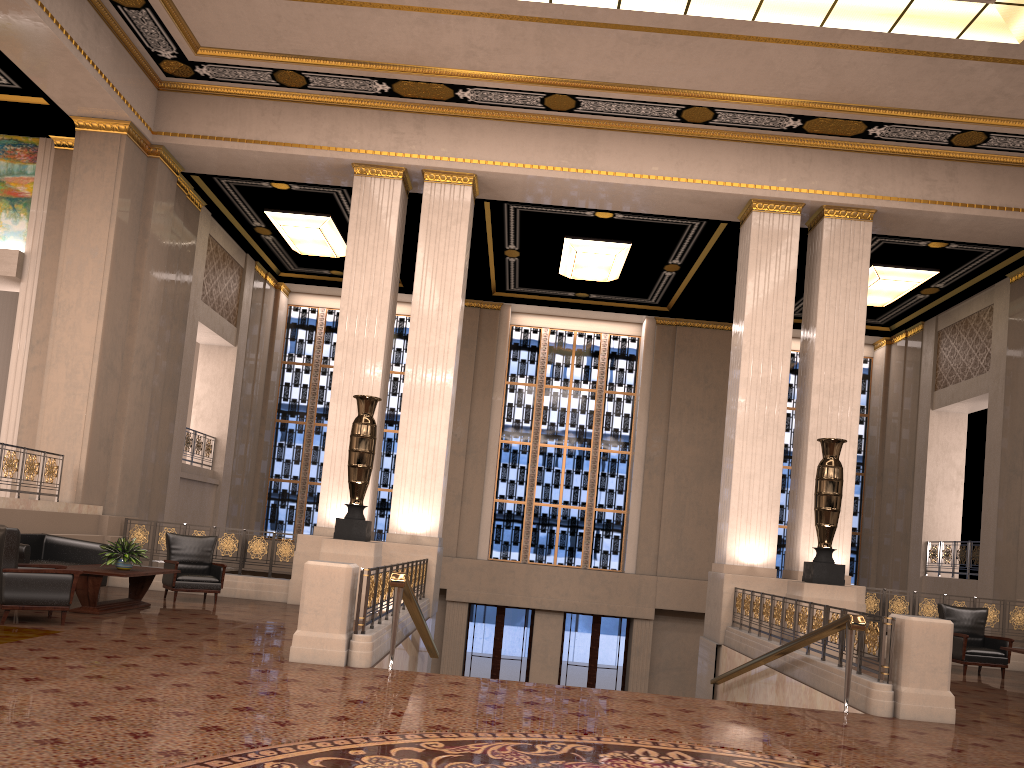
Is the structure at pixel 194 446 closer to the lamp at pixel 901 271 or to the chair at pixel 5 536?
the chair at pixel 5 536

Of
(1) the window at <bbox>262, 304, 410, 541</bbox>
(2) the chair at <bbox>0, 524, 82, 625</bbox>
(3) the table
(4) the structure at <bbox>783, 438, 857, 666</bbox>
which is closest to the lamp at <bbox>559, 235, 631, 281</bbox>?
(1) the window at <bbox>262, 304, 410, 541</bbox>

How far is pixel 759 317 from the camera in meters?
12.8

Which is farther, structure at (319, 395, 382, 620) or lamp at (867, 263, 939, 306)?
lamp at (867, 263, 939, 306)

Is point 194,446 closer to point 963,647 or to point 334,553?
point 334,553

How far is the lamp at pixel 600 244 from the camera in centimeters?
1572cm

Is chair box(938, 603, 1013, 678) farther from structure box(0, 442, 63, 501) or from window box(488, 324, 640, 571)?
structure box(0, 442, 63, 501)

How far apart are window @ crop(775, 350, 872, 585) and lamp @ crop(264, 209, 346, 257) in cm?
1038

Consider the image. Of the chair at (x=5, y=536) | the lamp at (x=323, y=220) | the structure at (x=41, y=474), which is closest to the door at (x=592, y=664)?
the lamp at (x=323, y=220)

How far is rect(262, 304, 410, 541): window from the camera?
19.6 meters
